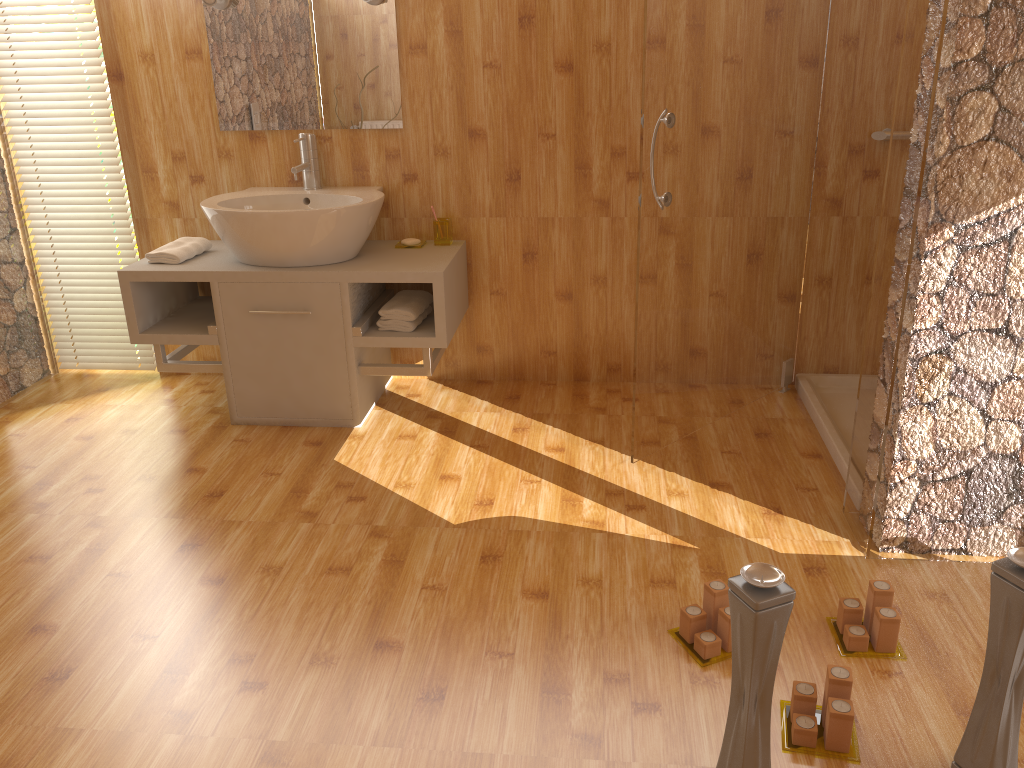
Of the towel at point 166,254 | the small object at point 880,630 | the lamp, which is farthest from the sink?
the small object at point 880,630

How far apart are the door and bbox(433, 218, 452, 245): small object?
1.0m

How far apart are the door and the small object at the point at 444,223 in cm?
95

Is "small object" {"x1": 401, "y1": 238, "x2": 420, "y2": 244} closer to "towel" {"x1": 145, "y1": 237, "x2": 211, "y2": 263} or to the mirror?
the mirror

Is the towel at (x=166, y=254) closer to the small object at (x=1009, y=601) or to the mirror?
the mirror

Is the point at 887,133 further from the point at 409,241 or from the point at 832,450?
the point at 409,241

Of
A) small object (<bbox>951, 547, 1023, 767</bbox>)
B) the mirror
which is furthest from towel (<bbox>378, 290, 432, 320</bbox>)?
small object (<bbox>951, 547, 1023, 767</bbox>)

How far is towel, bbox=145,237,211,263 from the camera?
3.11m

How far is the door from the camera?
2.5 meters

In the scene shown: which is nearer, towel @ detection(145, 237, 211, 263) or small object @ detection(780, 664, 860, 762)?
small object @ detection(780, 664, 860, 762)
